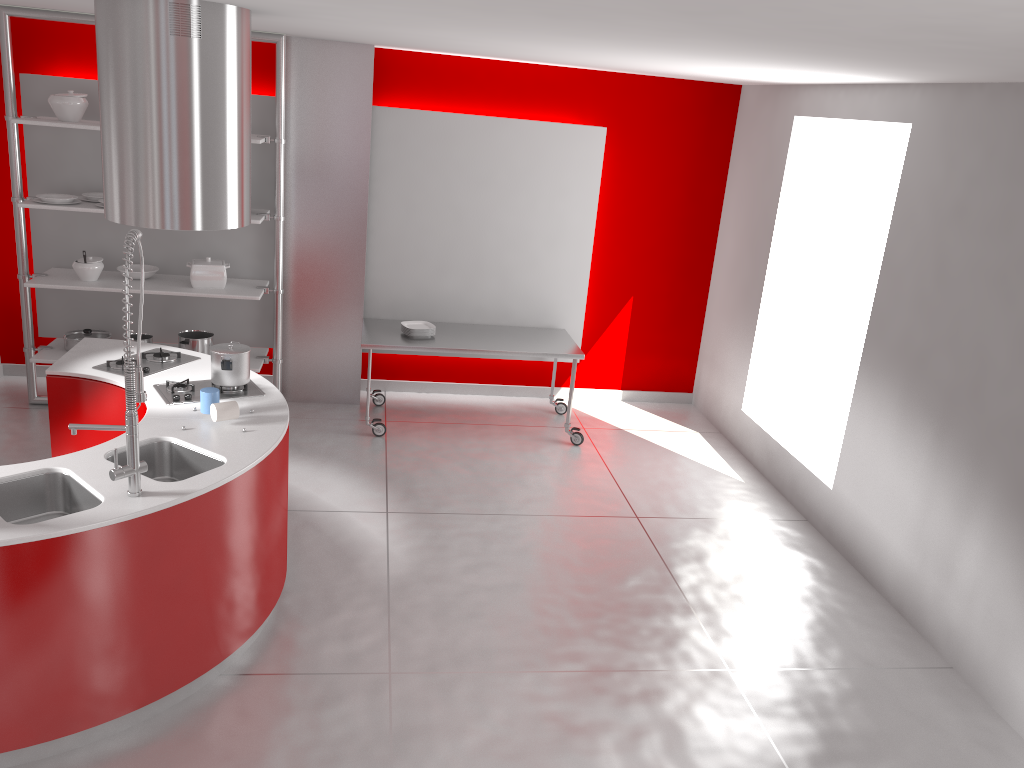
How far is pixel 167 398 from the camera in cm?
406

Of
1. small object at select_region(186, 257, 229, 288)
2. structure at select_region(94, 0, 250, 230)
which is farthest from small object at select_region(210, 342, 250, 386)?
small object at select_region(186, 257, 229, 288)

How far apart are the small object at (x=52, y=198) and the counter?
1.4 meters

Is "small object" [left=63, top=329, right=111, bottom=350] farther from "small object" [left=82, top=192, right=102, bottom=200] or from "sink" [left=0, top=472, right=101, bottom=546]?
"sink" [left=0, top=472, right=101, bottom=546]

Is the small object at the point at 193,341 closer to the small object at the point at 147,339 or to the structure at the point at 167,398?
the small object at the point at 147,339

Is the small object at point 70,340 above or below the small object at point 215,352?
below

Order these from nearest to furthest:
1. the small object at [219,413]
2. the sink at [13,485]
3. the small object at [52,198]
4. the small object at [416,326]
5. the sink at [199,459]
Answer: the sink at [13,485] → the sink at [199,459] → the small object at [219,413] → the small object at [52,198] → the small object at [416,326]

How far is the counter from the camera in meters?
2.9 m

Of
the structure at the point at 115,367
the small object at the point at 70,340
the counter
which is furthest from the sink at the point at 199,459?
the small object at the point at 70,340

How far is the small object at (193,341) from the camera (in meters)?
6.09
